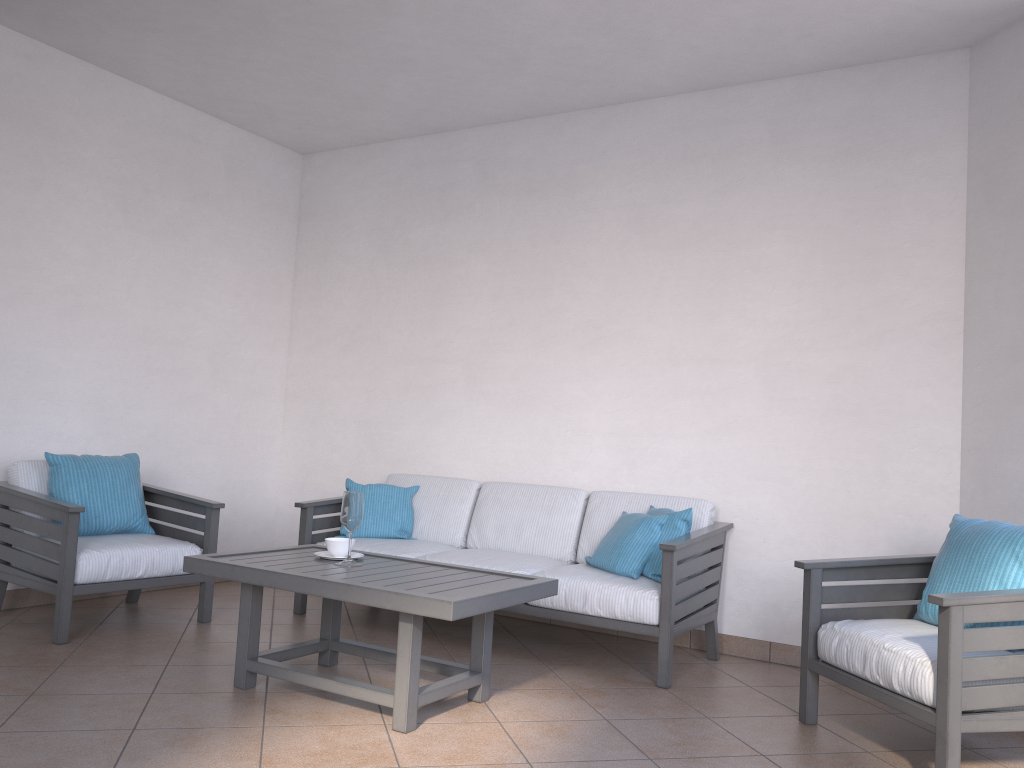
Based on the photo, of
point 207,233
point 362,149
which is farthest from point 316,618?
point 362,149

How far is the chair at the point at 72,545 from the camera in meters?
3.9 m

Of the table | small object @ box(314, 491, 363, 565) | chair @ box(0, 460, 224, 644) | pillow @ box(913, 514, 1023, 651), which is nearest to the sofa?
chair @ box(0, 460, 224, 644)

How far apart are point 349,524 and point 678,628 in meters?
1.5 m

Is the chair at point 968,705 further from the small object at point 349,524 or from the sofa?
the small object at point 349,524

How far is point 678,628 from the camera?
3.78m

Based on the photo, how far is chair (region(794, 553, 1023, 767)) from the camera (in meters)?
2.62

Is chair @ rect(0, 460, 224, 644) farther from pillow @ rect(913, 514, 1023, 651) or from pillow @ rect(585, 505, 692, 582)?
pillow @ rect(913, 514, 1023, 651)

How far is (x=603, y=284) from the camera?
4.9m

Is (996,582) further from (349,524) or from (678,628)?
(349,524)
